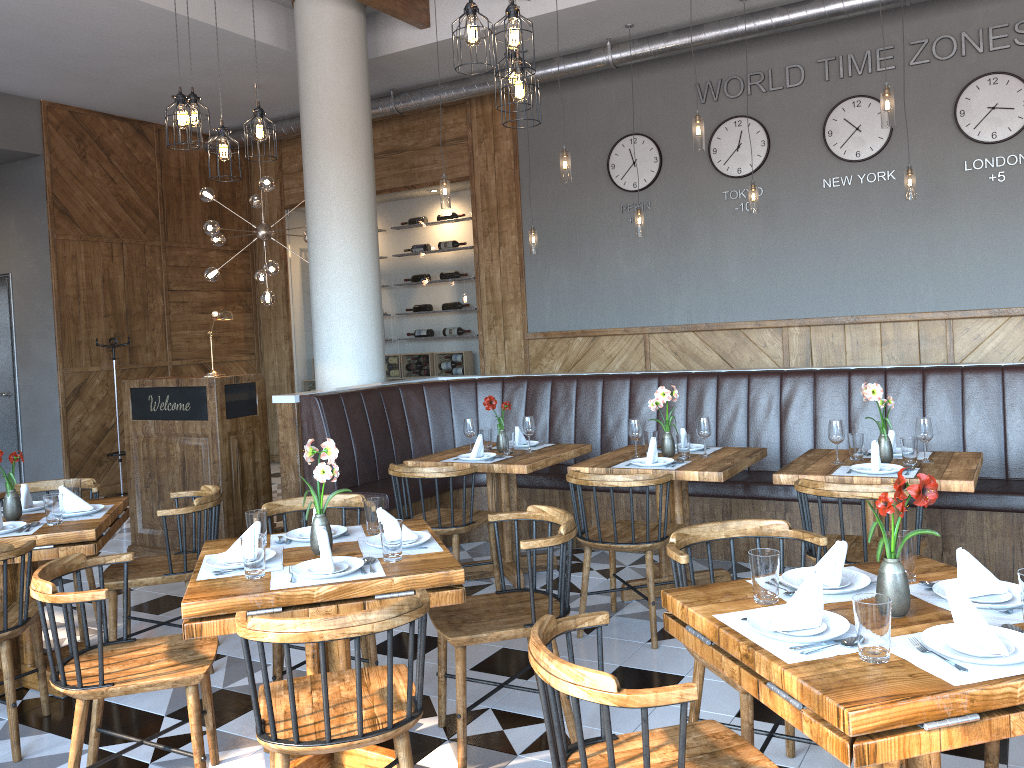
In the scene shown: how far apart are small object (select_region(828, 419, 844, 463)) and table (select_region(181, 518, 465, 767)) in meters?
2.1

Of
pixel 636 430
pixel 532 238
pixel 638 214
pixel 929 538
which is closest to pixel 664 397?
pixel 636 430

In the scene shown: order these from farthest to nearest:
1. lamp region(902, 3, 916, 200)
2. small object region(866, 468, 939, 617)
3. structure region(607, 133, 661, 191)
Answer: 1. structure region(607, 133, 661, 191)
2. lamp region(902, 3, 916, 200)
3. small object region(866, 468, 939, 617)

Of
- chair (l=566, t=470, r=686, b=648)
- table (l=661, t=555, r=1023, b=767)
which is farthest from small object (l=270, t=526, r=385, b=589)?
chair (l=566, t=470, r=686, b=648)

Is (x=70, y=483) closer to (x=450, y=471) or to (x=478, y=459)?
(x=450, y=471)

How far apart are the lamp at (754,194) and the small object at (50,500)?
5.37m

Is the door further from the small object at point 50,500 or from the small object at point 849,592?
the small object at point 849,592

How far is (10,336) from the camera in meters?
9.3

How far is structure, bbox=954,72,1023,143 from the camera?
6.9 meters

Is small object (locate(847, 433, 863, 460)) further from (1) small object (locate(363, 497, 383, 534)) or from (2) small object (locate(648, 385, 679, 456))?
(1) small object (locate(363, 497, 383, 534))
